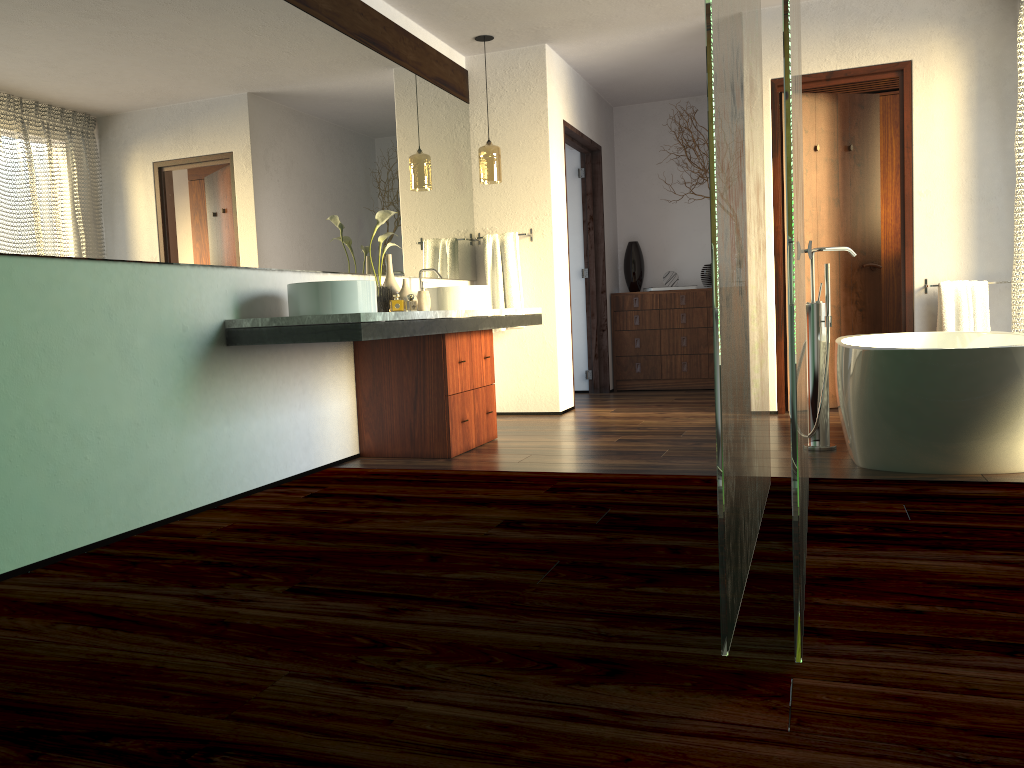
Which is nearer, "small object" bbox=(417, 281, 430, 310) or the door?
"small object" bbox=(417, 281, 430, 310)

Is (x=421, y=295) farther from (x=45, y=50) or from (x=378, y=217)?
(x=45, y=50)

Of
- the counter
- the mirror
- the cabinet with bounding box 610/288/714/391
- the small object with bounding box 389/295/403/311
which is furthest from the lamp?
the cabinet with bounding box 610/288/714/391

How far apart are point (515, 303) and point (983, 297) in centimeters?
267cm

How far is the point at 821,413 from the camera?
3.9m

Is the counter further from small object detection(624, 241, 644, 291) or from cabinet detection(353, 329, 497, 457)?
small object detection(624, 241, 644, 291)

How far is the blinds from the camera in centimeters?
445cm

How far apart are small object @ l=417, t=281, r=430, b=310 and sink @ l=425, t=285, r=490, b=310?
0.20m

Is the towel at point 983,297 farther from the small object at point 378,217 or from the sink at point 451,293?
the small object at point 378,217

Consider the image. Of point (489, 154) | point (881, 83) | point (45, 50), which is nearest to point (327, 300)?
point (45, 50)
